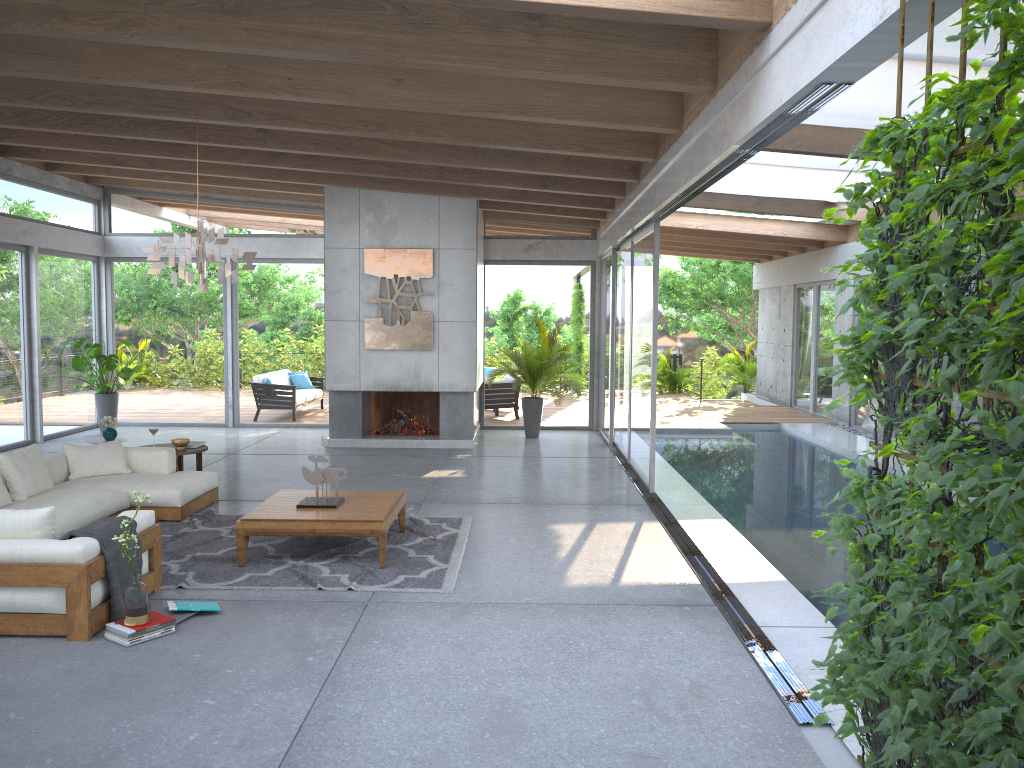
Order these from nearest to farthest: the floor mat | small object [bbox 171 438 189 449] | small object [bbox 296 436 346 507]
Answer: the floor mat < small object [bbox 296 436 346 507] < small object [bbox 171 438 189 449]

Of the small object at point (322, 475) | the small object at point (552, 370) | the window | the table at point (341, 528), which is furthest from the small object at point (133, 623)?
the small object at point (552, 370)

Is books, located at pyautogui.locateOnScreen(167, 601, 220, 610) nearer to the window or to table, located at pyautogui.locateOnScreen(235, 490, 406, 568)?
table, located at pyautogui.locateOnScreen(235, 490, 406, 568)

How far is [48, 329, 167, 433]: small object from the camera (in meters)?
12.45

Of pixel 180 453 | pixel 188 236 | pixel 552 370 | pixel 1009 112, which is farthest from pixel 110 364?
pixel 1009 112

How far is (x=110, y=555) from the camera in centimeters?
496cm

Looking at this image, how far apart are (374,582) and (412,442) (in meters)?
6.20

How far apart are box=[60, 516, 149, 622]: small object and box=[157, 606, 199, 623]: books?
0.3m

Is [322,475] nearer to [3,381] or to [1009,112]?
[1009,112]

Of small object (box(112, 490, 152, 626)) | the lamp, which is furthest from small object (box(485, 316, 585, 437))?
small object (box(112, 490, 152, 626))
